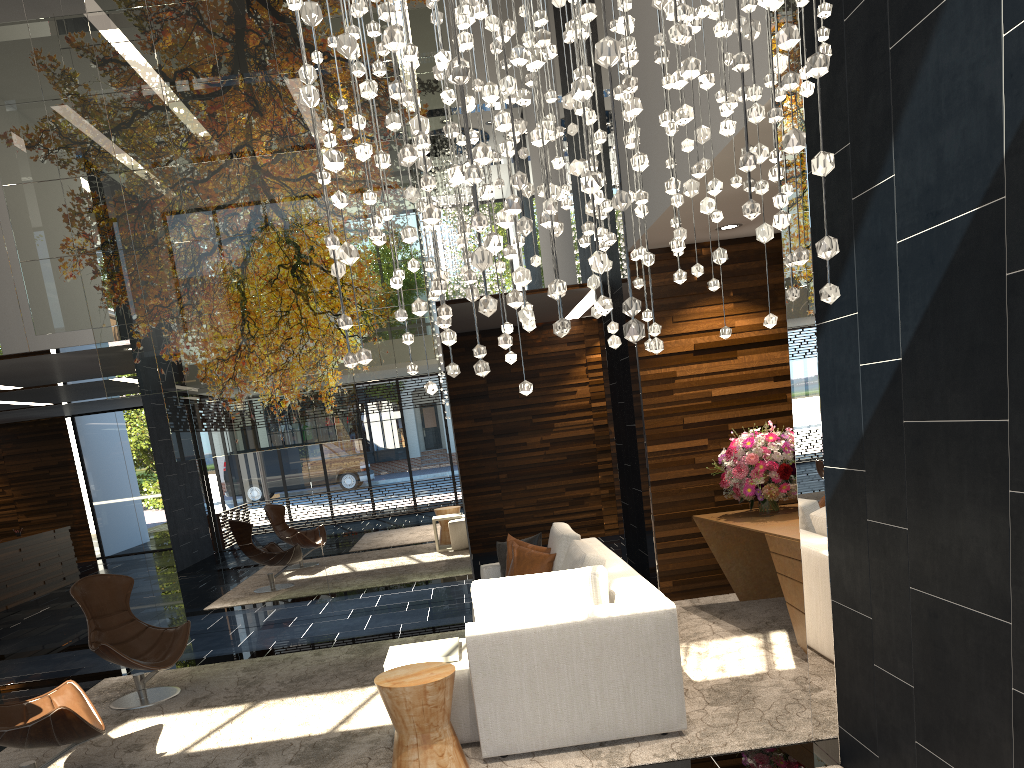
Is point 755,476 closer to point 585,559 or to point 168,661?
point 585,559

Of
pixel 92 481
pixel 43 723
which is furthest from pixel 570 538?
pixel 92 481

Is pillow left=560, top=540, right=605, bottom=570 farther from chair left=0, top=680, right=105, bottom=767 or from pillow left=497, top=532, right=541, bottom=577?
chair left=0, top=680, right=105, bottom=767

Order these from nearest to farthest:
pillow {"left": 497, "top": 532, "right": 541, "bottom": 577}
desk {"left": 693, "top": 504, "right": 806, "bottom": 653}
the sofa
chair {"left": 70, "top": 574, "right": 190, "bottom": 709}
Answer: the sofa < desk {"left": 693, "top": 504, "right": 806, "bottom": 653} < chair {"left": 70, "top": 574, "right": 190, "bottom": 709} < pillow {"left": 497, "top": 532, "right": 541, "bottom": 577}

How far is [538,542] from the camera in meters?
6.2

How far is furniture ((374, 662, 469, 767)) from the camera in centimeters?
378cm

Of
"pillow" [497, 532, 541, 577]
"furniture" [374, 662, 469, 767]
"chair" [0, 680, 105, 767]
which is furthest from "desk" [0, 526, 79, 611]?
"furniture" [374, 662, 469, 767]

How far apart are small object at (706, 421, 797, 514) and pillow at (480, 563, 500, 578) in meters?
1.8 m

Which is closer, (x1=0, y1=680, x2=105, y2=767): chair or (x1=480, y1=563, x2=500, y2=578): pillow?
(x1=0, y1=680, x2=105, y2=767): chair

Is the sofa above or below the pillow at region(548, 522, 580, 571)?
below
